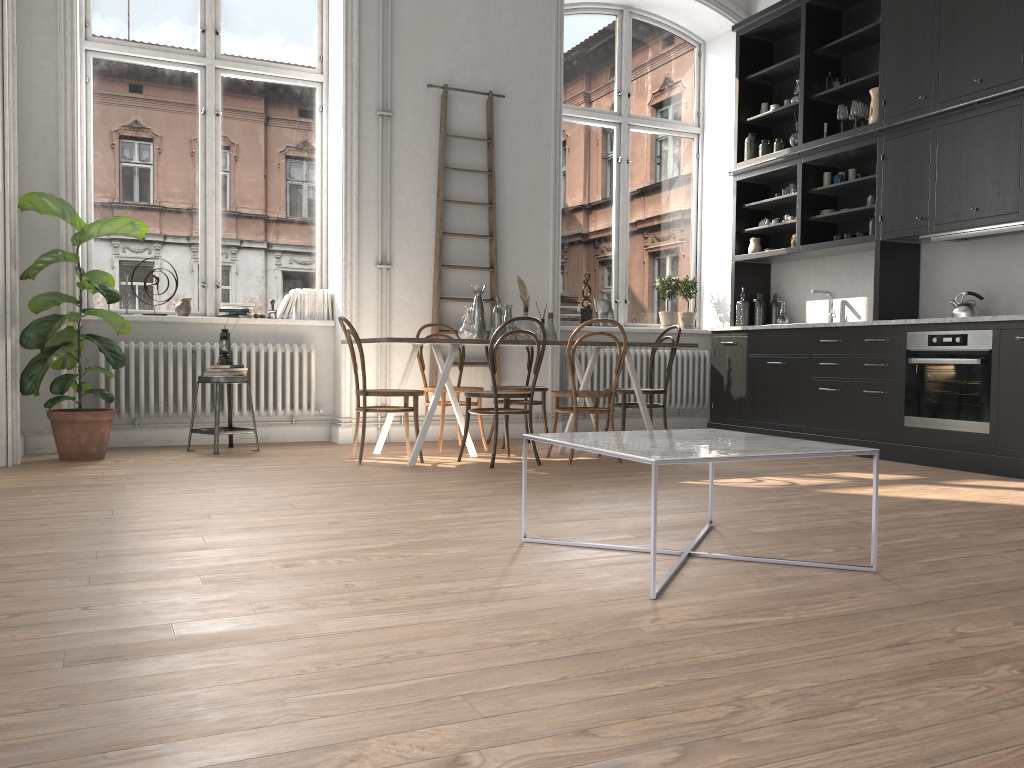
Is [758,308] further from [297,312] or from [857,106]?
[297,312]

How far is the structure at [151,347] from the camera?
6.2m

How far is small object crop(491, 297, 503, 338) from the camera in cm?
603

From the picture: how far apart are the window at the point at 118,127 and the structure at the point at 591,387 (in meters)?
2.28

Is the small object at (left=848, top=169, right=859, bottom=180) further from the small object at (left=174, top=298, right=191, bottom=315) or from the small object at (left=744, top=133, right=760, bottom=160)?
the small object at (left=174, top=298, right=191, bottom=315)

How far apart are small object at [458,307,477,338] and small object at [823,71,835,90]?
3.5m

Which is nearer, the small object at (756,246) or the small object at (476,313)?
the small object at (476,313)

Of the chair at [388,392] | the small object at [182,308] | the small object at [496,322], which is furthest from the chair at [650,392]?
the small object at [182,308]

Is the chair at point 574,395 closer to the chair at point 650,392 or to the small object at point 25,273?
the chair at point 650,392

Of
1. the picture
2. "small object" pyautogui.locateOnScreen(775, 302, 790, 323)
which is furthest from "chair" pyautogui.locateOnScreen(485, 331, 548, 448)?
"small object" pyautogui.locateOnScreen(775, 302, 790, 323)
